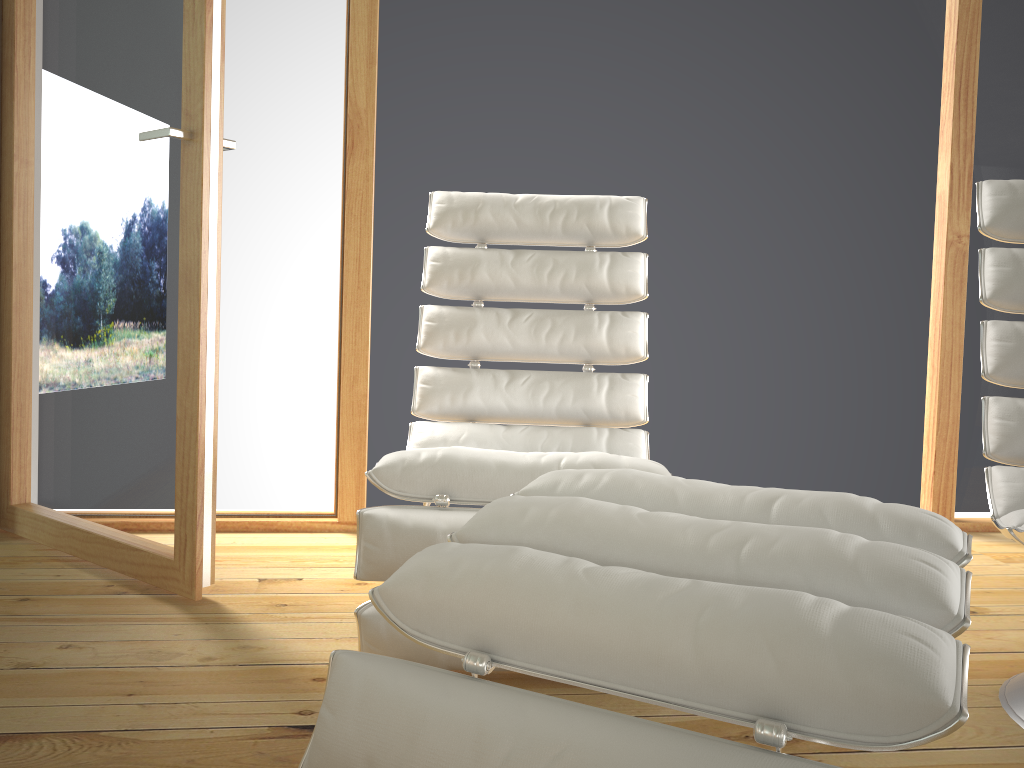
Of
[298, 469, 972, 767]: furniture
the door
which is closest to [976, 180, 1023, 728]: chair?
[298, 469, 972, 767]: furniture

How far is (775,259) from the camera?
2.8 meters

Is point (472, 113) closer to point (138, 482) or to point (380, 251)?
point (380, 251)

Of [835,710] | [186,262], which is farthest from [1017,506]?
[186,262]

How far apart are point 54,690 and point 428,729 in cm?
100

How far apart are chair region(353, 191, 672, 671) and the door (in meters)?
0.44

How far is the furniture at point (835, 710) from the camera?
0.73m

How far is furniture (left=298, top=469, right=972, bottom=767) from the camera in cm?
73

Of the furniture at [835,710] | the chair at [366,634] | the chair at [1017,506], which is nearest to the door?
the chair at [366,634]

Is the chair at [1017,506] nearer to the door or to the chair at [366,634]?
the chair at [366,634]
